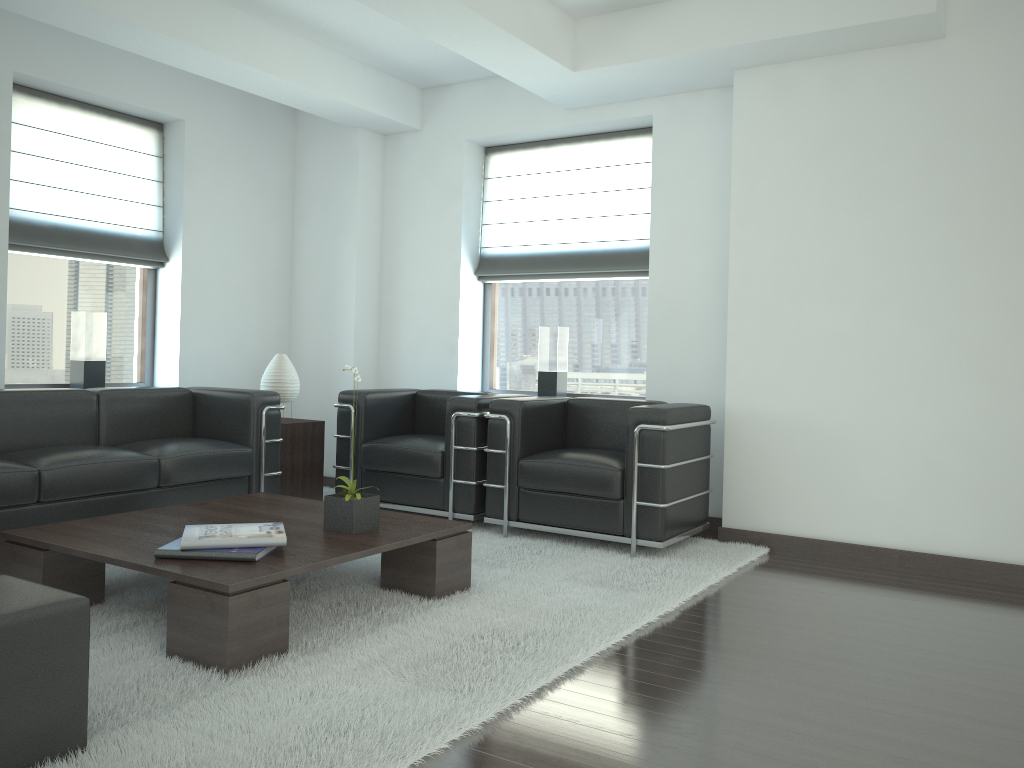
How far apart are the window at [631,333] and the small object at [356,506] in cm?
395

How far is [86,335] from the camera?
8.1m

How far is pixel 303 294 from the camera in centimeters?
991cm

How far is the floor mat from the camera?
3.4m

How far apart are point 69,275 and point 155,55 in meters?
2.3 m

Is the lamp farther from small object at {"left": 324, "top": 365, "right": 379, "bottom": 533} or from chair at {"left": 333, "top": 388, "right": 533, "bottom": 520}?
small object at {"left": 324, "top": 365, "right": 379, "bottom": 533}

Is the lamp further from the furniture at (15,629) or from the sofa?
the furniture at (15,629)

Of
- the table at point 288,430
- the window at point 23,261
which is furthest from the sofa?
the window at point 23,261

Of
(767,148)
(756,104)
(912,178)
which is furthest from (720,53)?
(912,178)

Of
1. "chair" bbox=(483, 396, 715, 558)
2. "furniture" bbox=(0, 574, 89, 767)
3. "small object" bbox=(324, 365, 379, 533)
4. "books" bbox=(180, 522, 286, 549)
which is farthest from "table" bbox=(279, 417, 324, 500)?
"furniture" bbox=(0, 574, 89, 767)
